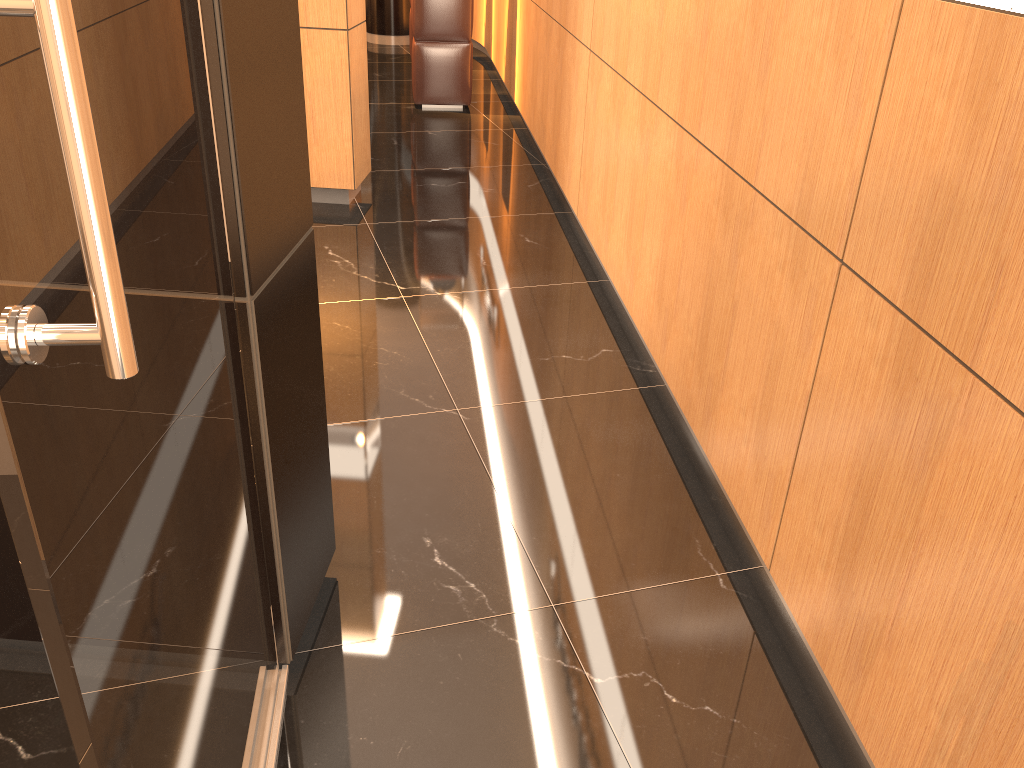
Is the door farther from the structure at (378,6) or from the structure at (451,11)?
the structure at (378,6)

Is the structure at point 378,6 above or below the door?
below

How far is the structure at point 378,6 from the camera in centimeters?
1001cm

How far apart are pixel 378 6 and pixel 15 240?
10.3 meters

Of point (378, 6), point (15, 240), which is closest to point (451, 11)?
point (378, 6)

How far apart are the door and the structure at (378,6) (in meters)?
9.45

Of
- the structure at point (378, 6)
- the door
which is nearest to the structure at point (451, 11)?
the structure at point (378, 6)

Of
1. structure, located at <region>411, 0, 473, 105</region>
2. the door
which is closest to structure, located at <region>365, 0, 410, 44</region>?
structure, located at <region>411, 0, 473, 105</region>

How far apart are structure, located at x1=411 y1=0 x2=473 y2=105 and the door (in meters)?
6.06

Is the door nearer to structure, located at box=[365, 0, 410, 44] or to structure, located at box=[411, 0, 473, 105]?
structure, located at box=[411, 0, 473, 105]
